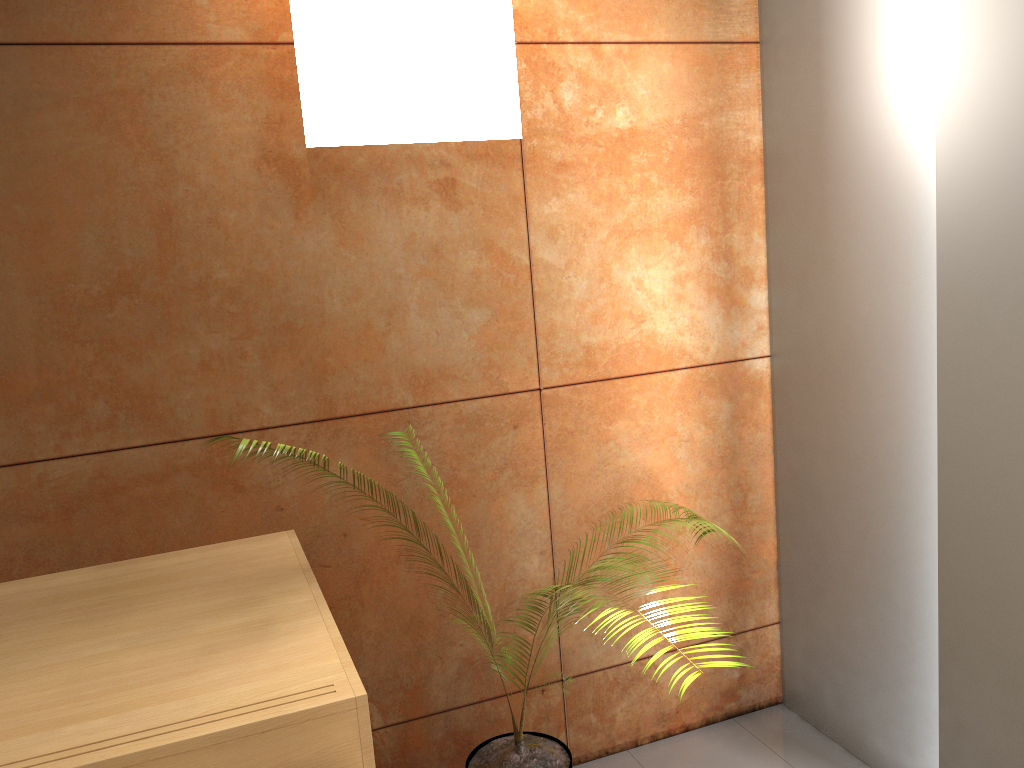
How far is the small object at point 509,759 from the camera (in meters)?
2.34

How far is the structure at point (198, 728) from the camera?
1.4 meters

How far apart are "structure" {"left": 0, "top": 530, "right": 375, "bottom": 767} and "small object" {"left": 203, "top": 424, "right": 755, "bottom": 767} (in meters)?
0.29

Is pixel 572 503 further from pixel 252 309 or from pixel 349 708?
pixel 349 708

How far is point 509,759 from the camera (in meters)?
2.34

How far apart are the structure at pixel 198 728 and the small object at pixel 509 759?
0.29m

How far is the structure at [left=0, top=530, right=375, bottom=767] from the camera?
1.40m

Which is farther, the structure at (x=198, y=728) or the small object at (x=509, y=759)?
the small object at (x=509, y=759)

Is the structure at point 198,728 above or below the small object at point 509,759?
above
